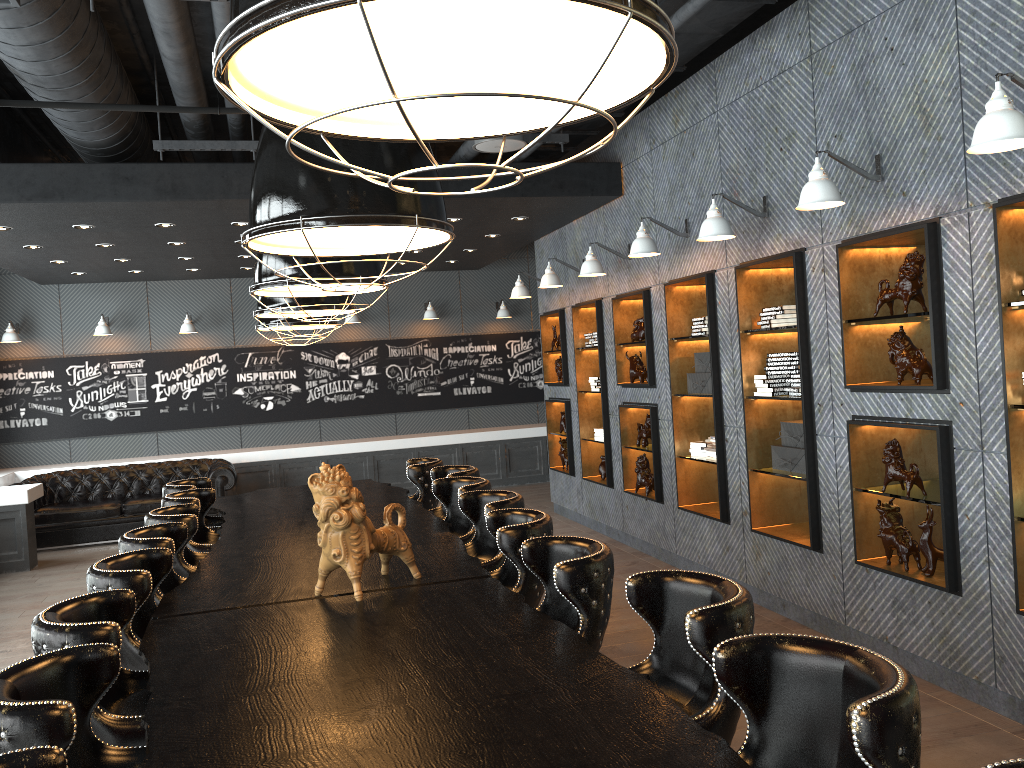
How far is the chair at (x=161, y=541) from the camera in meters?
4.0 m

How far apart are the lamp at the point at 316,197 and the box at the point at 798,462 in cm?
358

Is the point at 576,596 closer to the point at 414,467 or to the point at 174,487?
the point at 414,467

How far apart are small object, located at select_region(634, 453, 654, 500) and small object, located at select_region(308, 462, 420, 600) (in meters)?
4.30

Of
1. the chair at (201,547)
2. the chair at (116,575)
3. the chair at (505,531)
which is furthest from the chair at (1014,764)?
the chair at (201,547)

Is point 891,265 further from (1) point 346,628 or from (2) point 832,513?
(1) point 346,628

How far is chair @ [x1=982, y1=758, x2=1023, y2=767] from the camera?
1.4m

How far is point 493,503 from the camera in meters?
4.5 m

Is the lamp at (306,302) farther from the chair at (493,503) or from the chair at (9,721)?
the chair at (9,721)

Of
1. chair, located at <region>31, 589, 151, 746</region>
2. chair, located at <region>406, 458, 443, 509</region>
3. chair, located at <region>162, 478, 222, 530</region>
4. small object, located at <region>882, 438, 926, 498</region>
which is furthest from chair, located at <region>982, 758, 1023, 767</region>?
chair, located at <region>162, 478, 222, 530</region>
